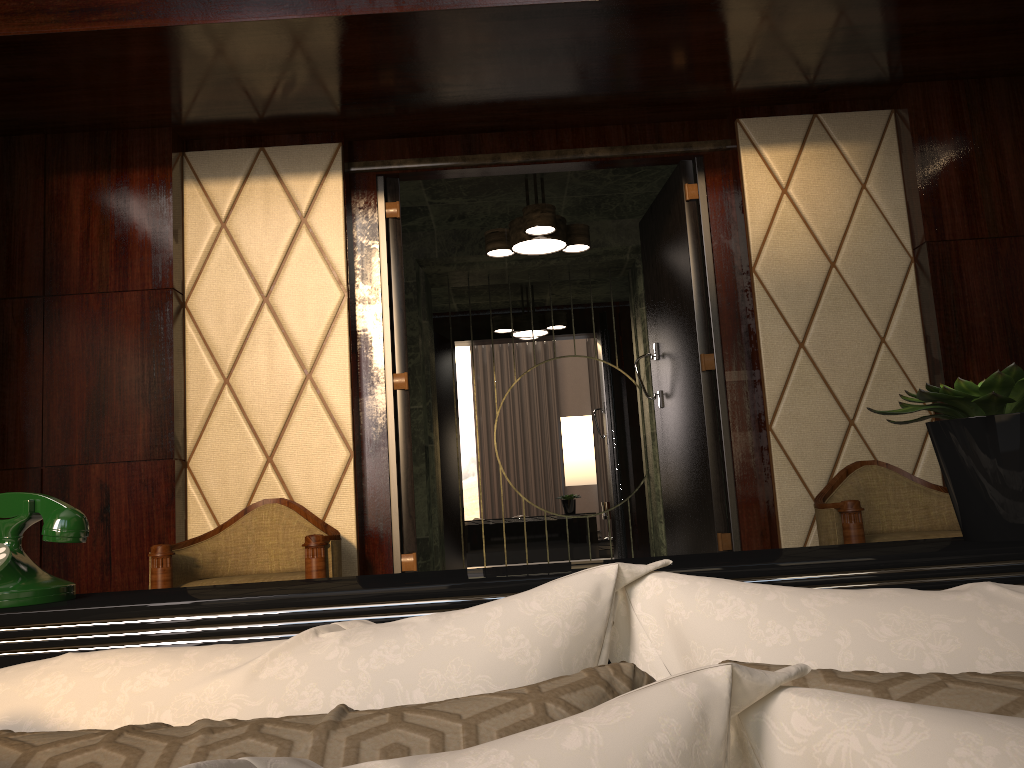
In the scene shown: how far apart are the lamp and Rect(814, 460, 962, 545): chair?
1.64m

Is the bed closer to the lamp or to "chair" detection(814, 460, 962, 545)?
"chair" detection(814, 460, 962, 545)

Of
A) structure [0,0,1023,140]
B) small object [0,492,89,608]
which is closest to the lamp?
structure [0,0,1023,140]

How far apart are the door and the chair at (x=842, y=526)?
0.38m

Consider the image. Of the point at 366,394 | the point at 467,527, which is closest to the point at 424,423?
the point at 467,527

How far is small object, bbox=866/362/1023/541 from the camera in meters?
1.0 m

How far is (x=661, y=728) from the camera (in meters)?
0.34

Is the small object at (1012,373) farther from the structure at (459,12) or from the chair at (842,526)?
the structure at (459,12)

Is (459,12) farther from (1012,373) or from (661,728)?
(661,728)

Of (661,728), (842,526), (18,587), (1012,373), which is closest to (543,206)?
(842,526)
